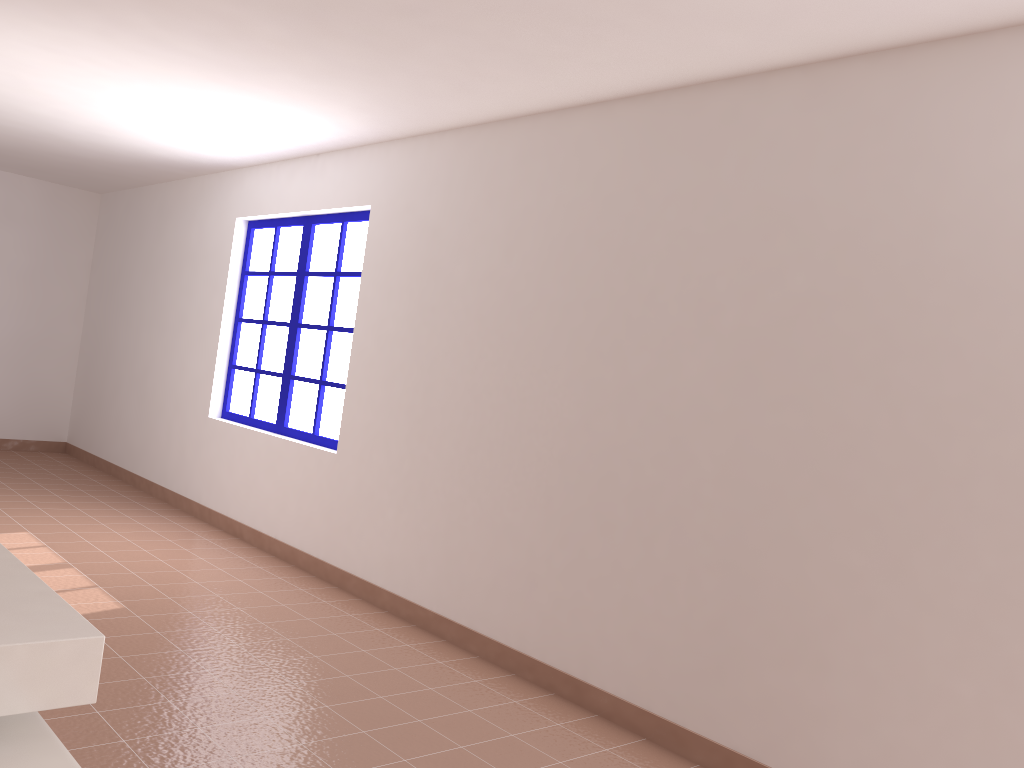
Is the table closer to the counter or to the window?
the counter

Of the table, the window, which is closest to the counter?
the table

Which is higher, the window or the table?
the window

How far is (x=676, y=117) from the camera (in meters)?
3.52

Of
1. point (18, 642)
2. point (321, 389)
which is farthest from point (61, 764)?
point (321, 389)

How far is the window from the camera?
5.43m

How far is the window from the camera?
5.4 meters

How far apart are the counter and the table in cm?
6

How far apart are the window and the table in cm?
392

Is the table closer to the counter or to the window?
the counter
